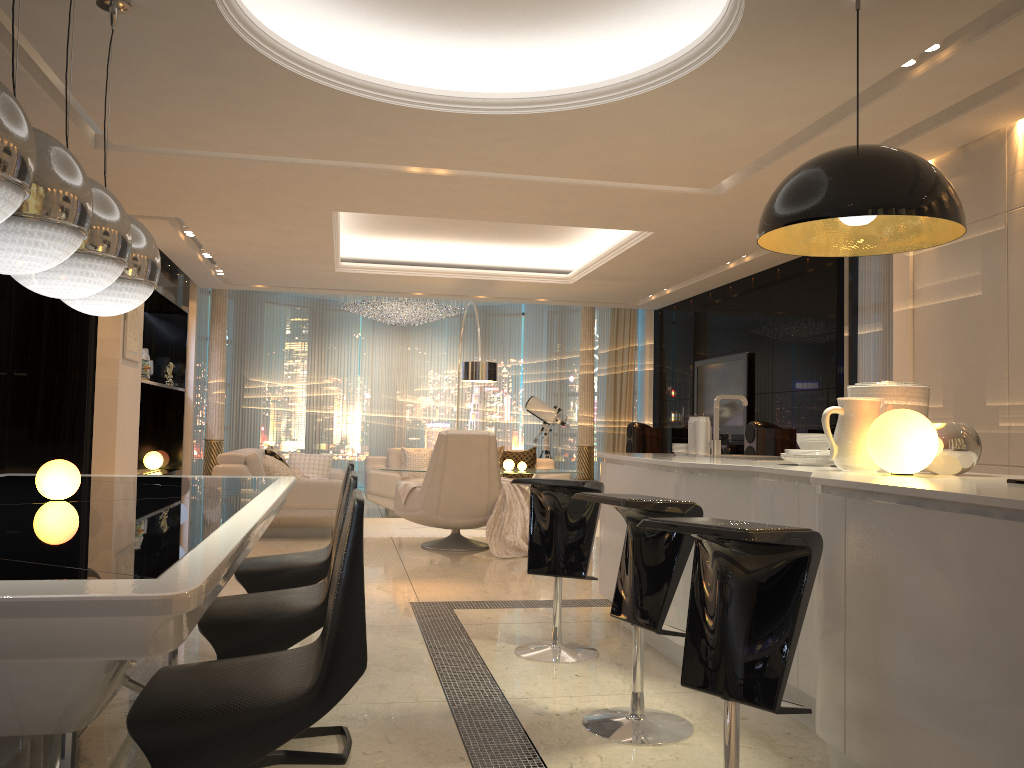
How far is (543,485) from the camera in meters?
3.9

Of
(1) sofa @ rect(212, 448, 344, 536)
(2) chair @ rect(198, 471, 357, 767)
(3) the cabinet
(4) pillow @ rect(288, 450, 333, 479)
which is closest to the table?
(2) chair @ rect(198, 471, 357, 767)

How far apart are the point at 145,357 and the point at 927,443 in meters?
8.5 m

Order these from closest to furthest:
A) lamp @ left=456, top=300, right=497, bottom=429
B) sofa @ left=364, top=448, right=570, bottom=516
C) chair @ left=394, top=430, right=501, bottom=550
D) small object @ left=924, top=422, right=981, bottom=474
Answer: small object @ left=924, top=422, right=981, bottom=474
chair @ left=394, top=430, right=501, bottom=550
lamp @ left=456, top=300, right=497, bottom=429
sofa @ left=364, top=448, right=570, bottom=516

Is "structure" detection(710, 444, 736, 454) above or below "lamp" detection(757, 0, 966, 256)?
below

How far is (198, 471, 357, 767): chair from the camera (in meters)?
2.50

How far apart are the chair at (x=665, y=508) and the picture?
5.76m

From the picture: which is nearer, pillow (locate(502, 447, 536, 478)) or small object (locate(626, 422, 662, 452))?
pillow (locate(502, 447, 536, 478))

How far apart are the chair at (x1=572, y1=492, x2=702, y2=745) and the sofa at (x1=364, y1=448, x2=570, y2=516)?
6.8 meters

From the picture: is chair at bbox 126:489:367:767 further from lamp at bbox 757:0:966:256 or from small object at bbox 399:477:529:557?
small object at bbox 399:477:529:557
